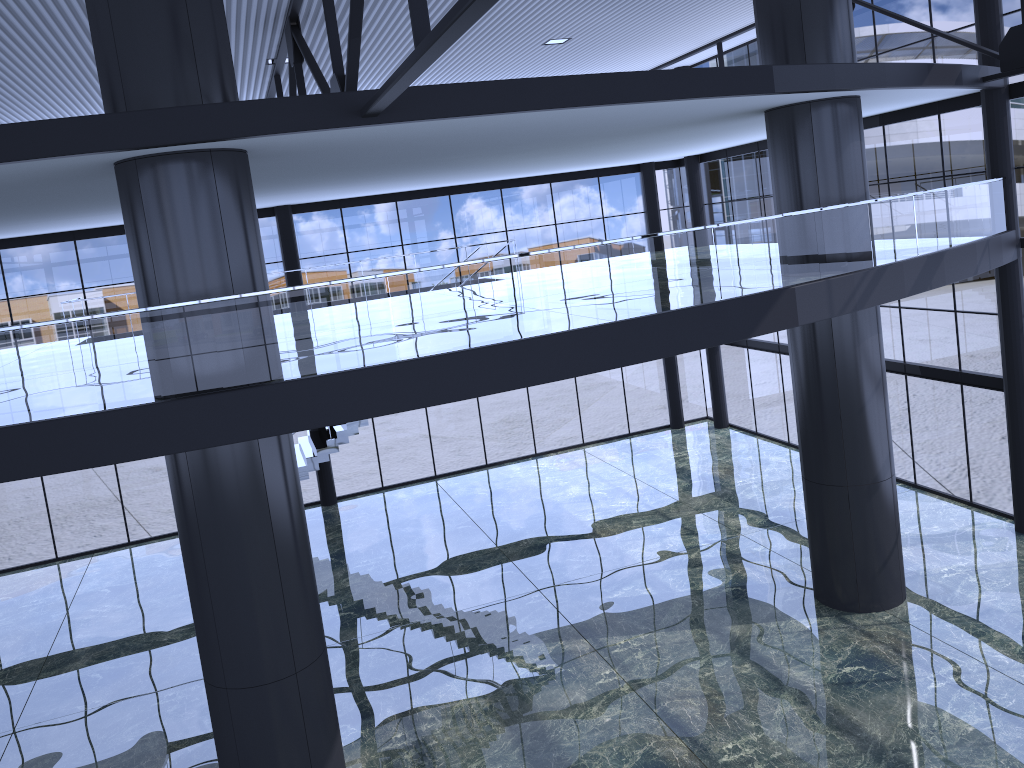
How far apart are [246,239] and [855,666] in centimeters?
1156cm
